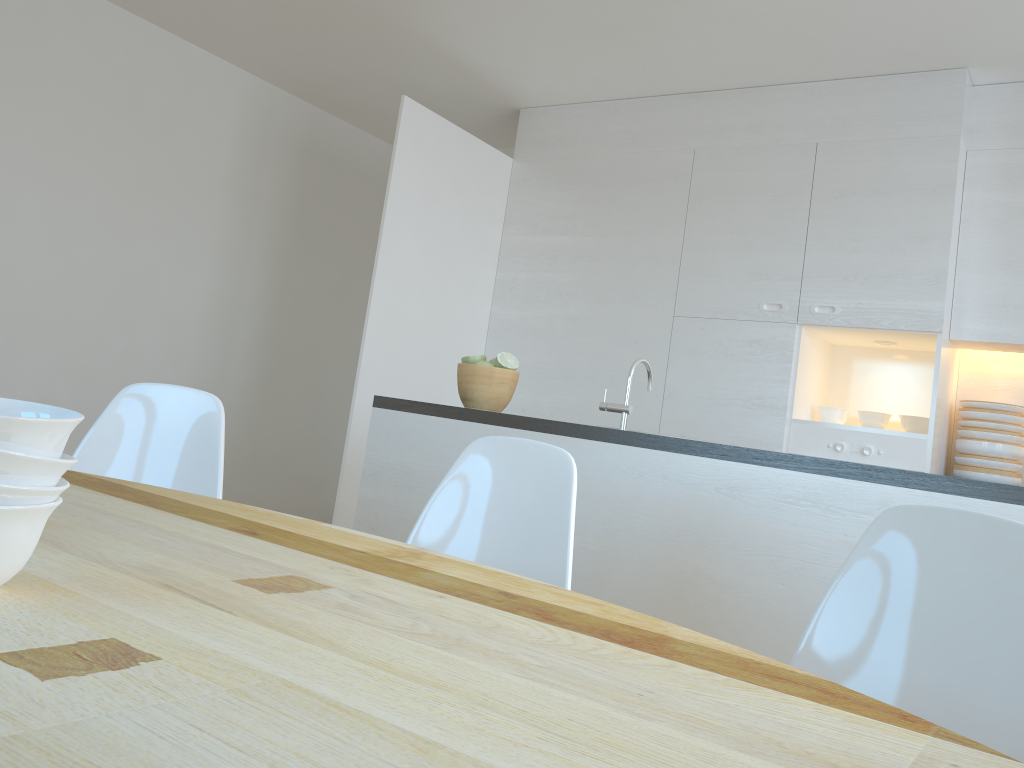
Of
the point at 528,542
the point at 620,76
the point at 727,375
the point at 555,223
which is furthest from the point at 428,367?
the point at 528,542

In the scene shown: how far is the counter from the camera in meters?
2.0 m

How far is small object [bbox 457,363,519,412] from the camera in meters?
2.8 m

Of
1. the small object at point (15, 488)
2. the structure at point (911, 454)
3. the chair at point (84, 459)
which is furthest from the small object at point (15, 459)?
the structure at point (911, 454)

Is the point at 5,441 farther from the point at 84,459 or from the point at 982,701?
the point at 84,459

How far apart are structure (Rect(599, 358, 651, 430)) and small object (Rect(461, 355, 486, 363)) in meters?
0.5 m

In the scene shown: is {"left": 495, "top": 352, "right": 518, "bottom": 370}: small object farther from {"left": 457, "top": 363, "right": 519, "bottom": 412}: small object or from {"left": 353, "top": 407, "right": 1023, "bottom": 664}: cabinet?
{"left": 353, "top": 407, "right": 1023, "bottom": 664}: cabinet

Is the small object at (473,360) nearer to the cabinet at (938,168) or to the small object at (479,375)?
the small object at (479,375)

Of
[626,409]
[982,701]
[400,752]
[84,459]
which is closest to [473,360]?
[626,409]

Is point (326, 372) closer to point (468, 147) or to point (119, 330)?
point (119, 330)
